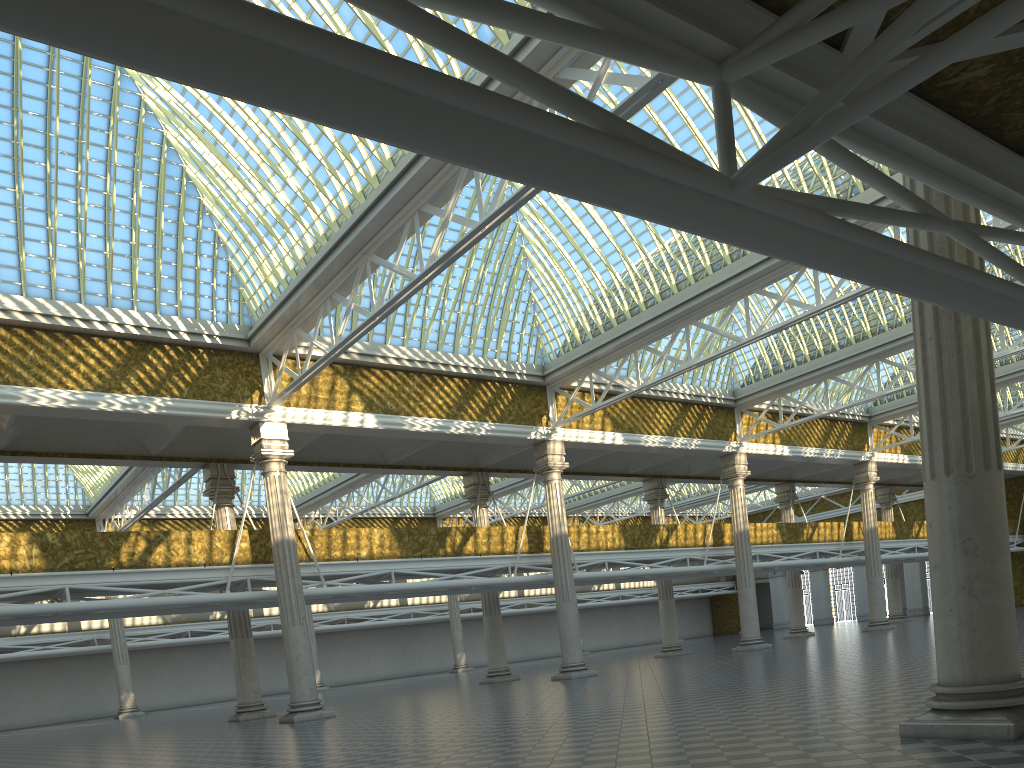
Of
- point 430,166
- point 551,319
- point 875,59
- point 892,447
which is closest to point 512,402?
point 551,319

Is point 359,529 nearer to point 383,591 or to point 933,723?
point 383,591
